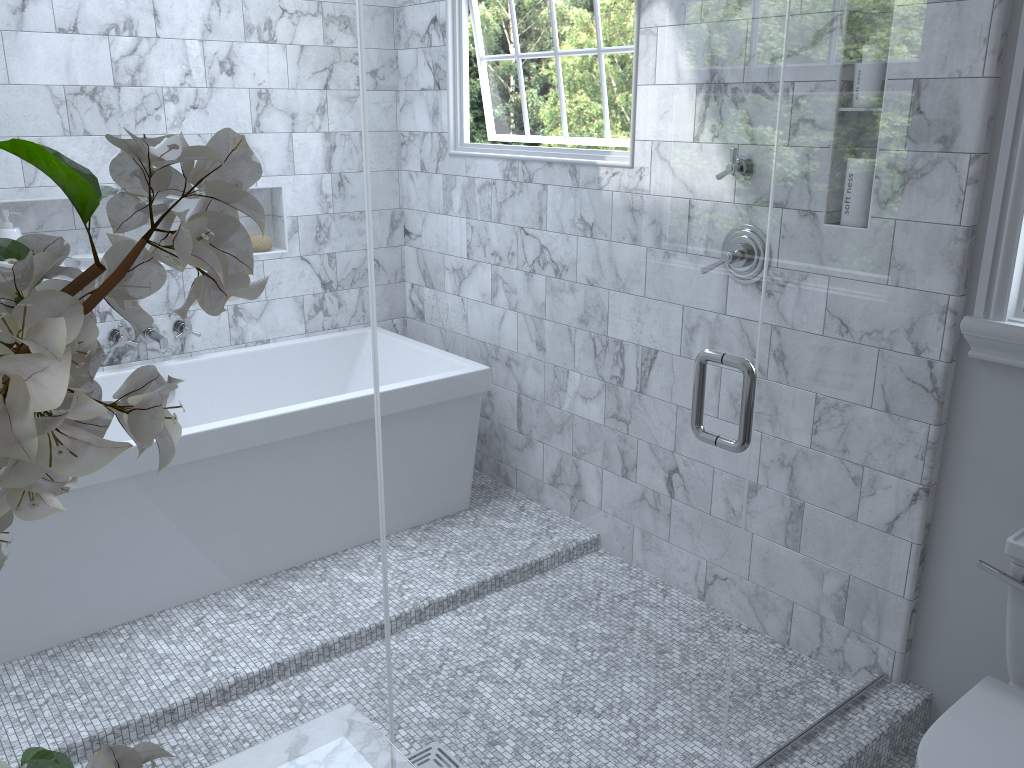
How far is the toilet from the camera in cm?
162

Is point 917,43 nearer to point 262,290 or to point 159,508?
point 159,508

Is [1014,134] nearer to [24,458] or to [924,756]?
[924,756]

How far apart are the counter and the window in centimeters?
167cm

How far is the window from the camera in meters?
1.9

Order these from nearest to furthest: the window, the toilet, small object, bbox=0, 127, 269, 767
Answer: small object, bbox=0, 127, 269, 767, the toilet, the window

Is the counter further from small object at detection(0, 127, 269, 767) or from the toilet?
the toilet

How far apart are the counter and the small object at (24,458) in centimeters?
40cm

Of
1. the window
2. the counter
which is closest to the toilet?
the window

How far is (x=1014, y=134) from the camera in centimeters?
194cm
